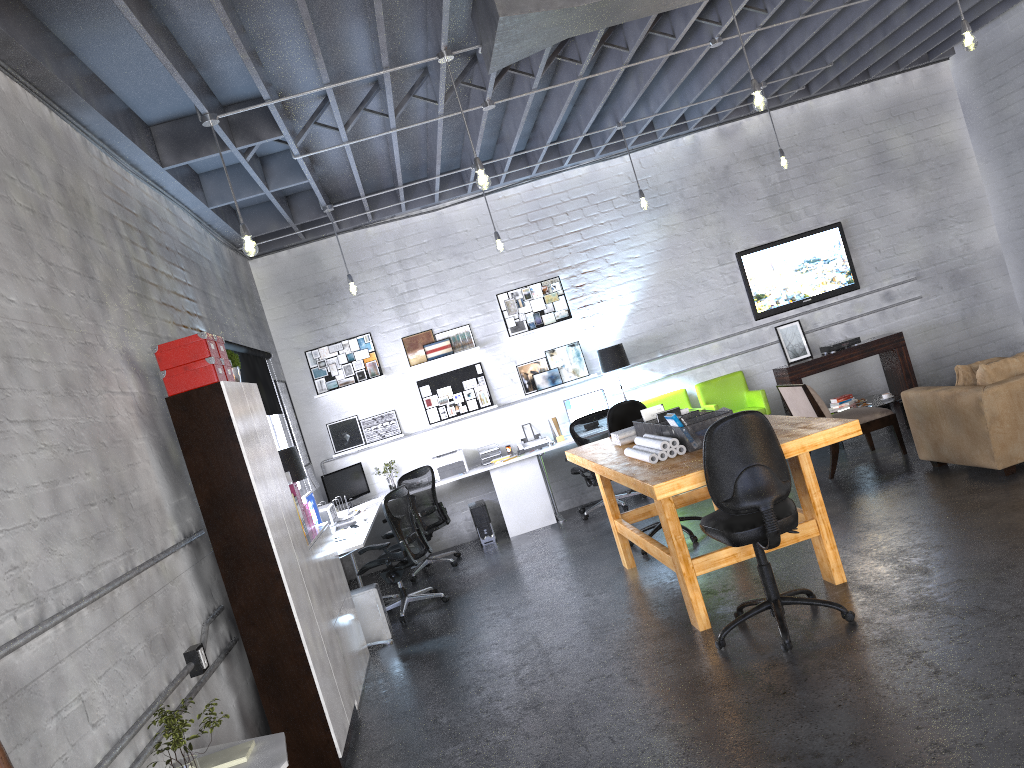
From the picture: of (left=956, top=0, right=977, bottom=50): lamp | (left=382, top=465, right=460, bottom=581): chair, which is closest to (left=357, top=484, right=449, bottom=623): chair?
(left=382, top=465, right=460, bottom=581): chair

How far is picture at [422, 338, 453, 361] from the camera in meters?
9.8

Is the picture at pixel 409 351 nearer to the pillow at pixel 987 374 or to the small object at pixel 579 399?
the small object at pixel 579 399

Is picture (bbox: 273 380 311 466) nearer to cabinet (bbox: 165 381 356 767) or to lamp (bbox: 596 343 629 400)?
lamp (bbox: 596 343 629 400)

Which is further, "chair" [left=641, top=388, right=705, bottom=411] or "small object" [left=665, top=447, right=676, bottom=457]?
"chair" [left=641, top=388, right=705, bottom=411]

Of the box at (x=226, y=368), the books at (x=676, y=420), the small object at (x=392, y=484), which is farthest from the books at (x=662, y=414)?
the small object at (x=392, y=484)

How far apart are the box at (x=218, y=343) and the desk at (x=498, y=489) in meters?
2.3

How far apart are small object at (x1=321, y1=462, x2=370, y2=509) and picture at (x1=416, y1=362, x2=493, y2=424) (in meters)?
0.93

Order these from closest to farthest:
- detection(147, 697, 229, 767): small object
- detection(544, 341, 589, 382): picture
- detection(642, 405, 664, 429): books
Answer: detection(147, 697, 229, 767): small object
detection(642, 405, 664, 429): books
detection(544, 341, 589, 382): picture

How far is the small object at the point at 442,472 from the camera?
9.48m
